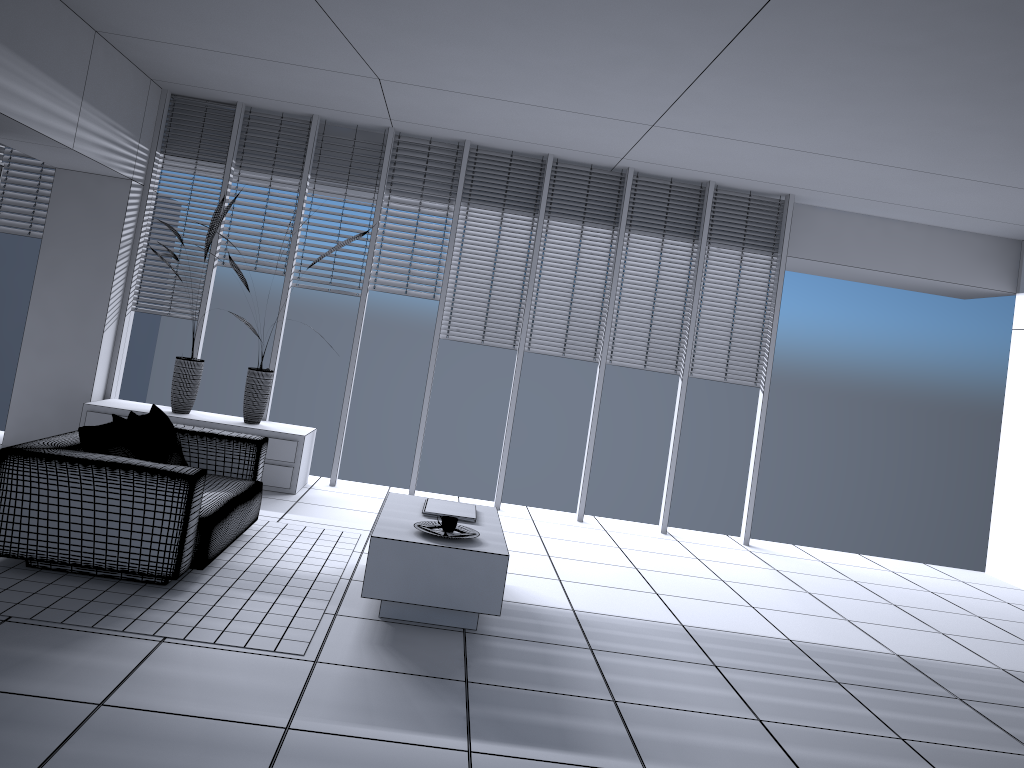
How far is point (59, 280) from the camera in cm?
695

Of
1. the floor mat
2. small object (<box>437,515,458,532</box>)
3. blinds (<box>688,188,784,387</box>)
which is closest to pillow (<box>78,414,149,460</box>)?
the floor mat

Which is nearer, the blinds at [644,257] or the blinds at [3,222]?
the blinds at [3,222]

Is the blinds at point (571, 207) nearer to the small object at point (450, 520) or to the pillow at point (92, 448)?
the small object at point (450, 520)

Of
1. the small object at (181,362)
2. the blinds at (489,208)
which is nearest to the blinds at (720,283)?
the blinds at (489,208)

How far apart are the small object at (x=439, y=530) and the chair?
1.1 meters

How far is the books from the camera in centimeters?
489cm

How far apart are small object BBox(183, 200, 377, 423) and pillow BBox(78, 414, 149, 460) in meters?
2.1 m

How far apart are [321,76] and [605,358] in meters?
3.2

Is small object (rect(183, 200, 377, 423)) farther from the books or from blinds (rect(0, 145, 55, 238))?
the books
